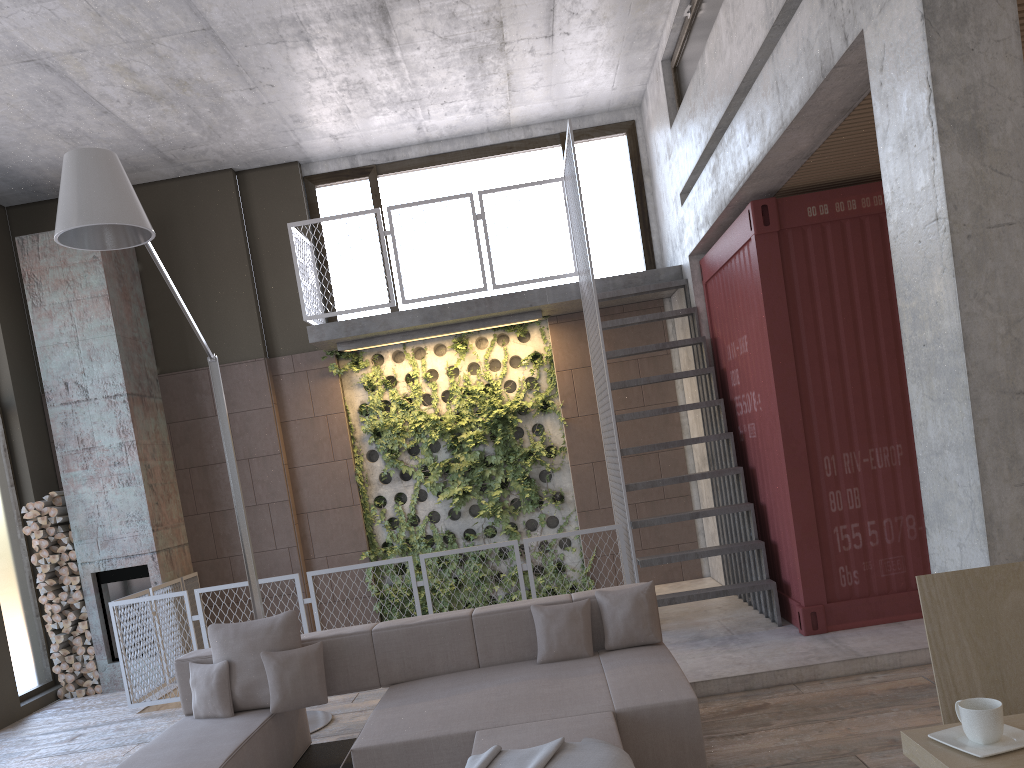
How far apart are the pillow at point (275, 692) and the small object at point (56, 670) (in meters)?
4.83

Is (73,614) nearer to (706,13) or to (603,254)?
(603,254)

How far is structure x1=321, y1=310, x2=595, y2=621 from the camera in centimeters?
940cm

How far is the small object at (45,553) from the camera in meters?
8.6

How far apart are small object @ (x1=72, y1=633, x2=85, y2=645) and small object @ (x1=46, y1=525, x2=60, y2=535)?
1.05m

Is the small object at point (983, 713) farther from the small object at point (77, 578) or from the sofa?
the small object at point (77, 578)

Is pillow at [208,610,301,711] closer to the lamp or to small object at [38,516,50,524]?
the lamp

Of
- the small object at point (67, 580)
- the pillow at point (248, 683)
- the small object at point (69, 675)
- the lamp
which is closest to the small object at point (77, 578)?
the small object at point (67, 580)

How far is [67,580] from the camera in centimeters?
856cm

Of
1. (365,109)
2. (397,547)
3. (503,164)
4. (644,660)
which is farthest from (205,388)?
(644,660)
